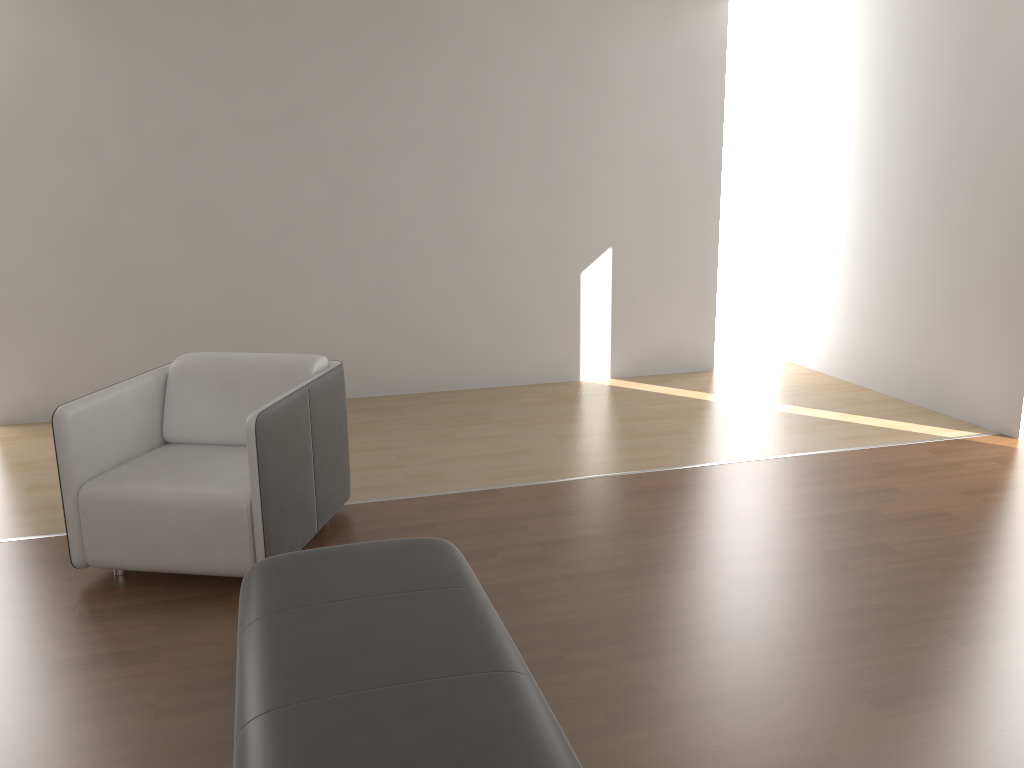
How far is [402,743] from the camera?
1.7 meters

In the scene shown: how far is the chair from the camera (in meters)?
3.06

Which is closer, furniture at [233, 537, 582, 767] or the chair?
furniture at [233, 537, 582, 767]

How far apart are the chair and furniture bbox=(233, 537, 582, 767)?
0.44m

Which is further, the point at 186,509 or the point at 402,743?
the point at 186,509

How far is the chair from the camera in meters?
3.1

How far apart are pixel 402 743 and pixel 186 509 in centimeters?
163cm

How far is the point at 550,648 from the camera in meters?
2.7
